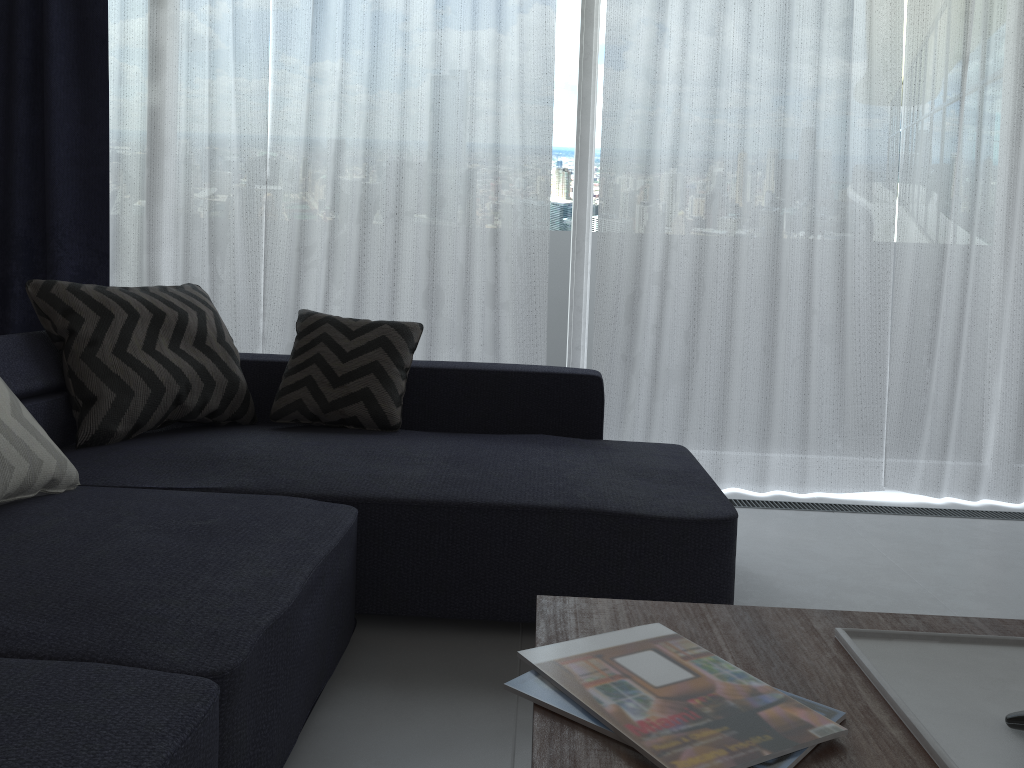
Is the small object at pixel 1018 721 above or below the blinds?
below

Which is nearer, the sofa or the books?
the books

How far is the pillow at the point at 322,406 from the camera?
2.6 meters

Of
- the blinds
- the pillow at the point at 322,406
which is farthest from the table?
the blinds

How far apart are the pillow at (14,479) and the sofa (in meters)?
0.01

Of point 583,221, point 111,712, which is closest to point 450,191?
point 583,221

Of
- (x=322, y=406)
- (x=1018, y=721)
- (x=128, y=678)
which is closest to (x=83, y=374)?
(x=322, y=406)

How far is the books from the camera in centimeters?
90cm

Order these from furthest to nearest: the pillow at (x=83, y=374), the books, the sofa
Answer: the pillow at (x=83, y=374) → the sofa → the books

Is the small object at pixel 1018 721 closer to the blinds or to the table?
the table
